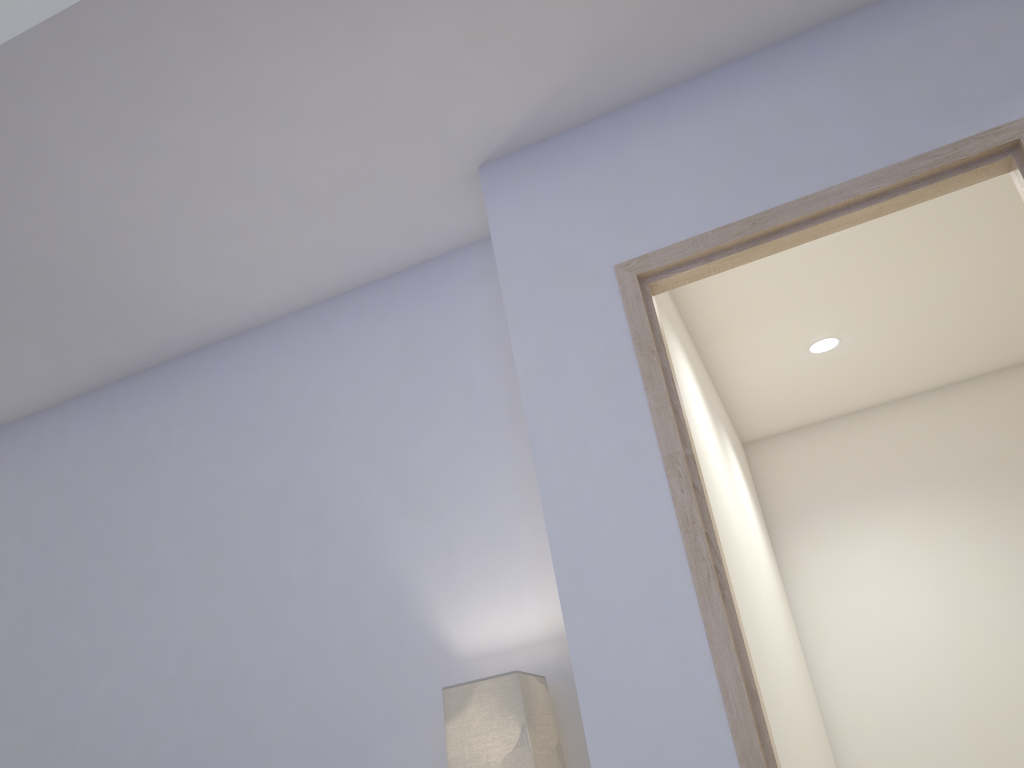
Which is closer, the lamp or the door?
the door

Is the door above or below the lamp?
→ above

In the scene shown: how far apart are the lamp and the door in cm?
42

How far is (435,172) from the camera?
2.4 meters

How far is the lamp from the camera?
1.9m

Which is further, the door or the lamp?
the lamp

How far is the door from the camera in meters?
1.7 m

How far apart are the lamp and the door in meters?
0.4

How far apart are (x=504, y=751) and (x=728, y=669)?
0.5 meters

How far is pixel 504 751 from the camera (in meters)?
1.86
